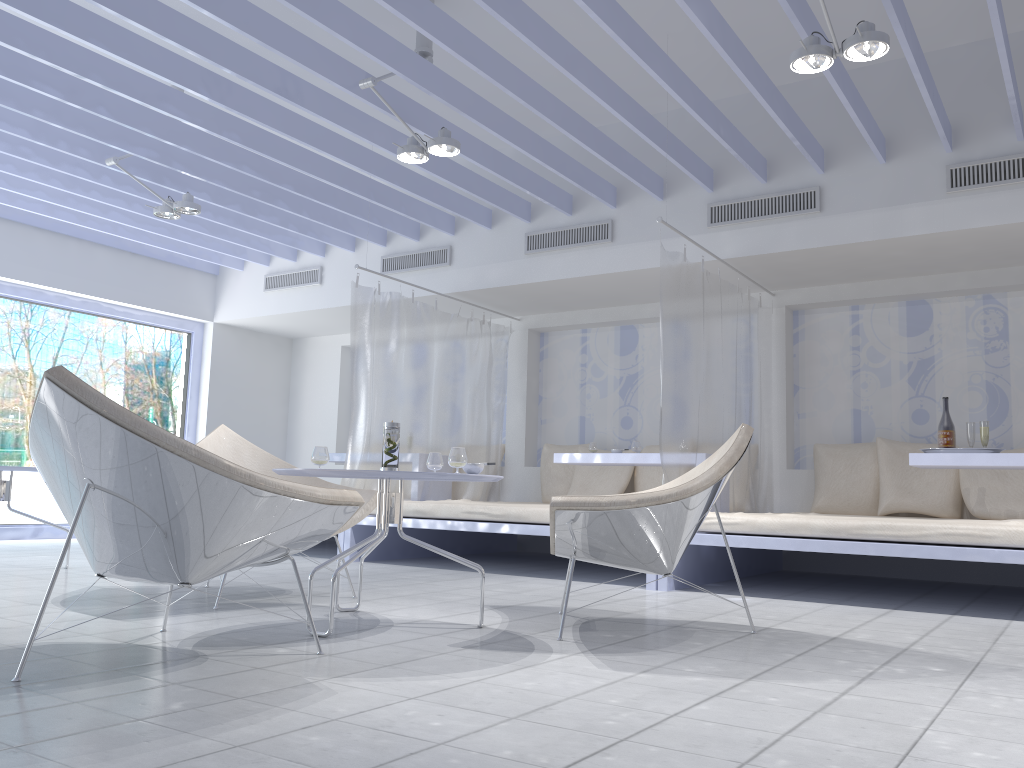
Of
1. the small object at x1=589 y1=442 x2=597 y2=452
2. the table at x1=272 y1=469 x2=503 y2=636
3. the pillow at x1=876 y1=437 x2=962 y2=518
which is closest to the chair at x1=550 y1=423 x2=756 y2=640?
the table at x1=272 y1=469 x2=503 y2=636

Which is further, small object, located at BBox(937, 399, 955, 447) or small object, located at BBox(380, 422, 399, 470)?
small object, located at BBox(937, 399, 955, 447)

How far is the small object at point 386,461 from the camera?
→ 3.22m

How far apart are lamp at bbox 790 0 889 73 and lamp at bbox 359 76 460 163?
1.72m

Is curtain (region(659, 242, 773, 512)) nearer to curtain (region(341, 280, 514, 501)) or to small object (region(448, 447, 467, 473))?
small object (region(448, 447, 467, 473))

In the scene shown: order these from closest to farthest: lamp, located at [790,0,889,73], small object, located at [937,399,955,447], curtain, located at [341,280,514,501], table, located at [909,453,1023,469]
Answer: lamp, located at [790,0,889,73] < table, located at [909,453,1023,469] < small object, located at [937,399,955,447] < curtain, located at [341,280,514,501]

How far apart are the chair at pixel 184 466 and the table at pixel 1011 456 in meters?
3.3

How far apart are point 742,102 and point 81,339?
7.00m

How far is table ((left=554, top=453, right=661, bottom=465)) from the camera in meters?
5.5

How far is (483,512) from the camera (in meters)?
5.21
